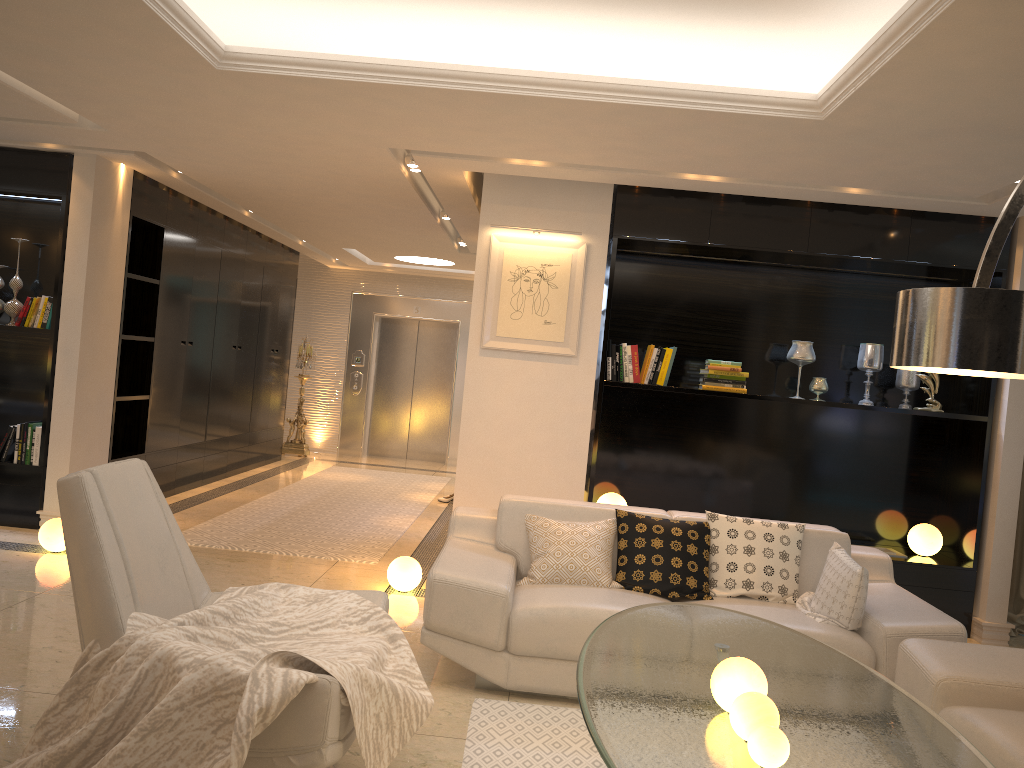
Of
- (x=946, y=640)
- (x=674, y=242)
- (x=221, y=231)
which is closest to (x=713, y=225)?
(x=674, y=242)

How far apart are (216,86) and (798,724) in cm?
370

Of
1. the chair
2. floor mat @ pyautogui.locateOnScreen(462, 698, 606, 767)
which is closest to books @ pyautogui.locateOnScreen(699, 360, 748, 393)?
A: floor mat @ pyautogui.locateOnScreen(462, 698, 606, 767)

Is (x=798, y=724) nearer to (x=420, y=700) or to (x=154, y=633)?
(x=420, y=700)

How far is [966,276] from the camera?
5.87m

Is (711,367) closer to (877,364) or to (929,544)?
(877,364)

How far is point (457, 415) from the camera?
12.5 meters

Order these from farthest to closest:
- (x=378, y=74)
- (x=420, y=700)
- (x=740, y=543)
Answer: (x=740, y=543), (x=378, y=74), (x=420, y=700)

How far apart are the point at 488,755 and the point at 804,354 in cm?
361

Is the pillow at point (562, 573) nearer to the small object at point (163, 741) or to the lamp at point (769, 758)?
the small object at point (163, 741)
